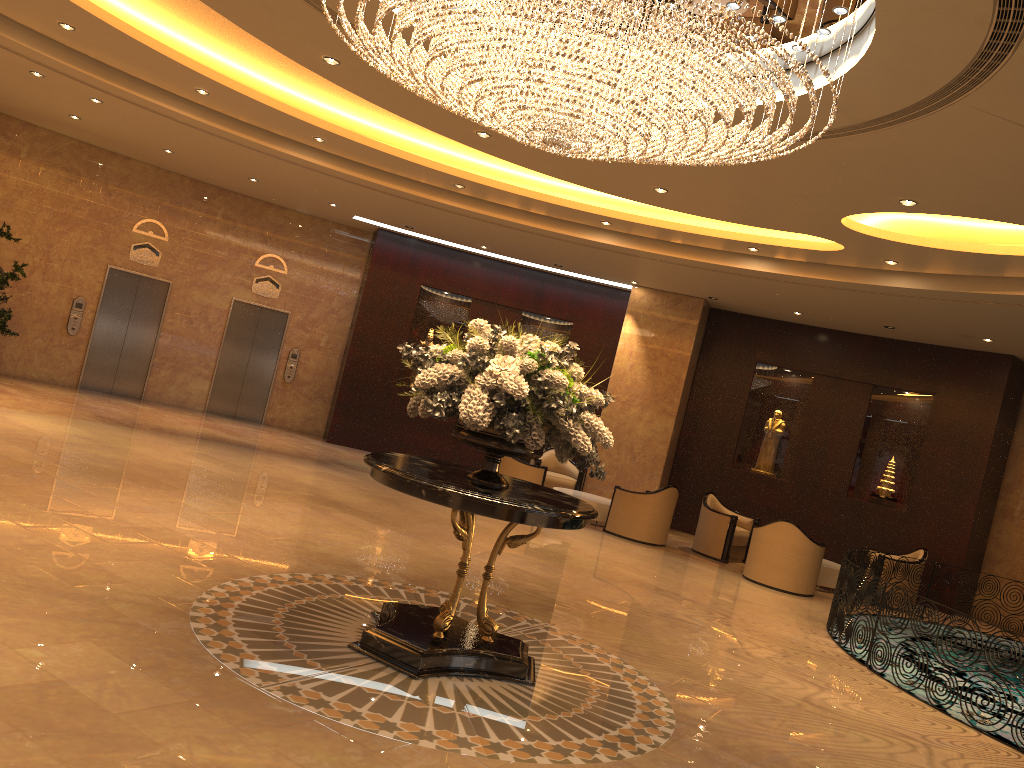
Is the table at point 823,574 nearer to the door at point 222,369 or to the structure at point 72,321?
the door at point 222,369

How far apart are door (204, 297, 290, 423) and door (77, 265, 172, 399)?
1.15m

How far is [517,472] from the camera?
13.22m

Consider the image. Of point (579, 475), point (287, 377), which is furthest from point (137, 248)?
point (579, 475)

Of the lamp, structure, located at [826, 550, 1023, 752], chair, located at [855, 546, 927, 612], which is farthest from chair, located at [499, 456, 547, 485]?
the lamp

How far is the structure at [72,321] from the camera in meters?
14.7

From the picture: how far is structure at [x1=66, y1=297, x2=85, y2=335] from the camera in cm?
1470

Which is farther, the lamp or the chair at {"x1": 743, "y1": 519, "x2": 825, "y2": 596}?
the chair at {"x1": 743, "y1": 519, "x2": 825, "y2": 596}

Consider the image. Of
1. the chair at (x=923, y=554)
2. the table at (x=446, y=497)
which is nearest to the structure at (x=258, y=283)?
the table at (x=446, y=497)

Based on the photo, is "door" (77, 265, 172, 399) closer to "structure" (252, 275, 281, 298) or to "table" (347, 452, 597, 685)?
"structure" (252, 275, 281, 298)
